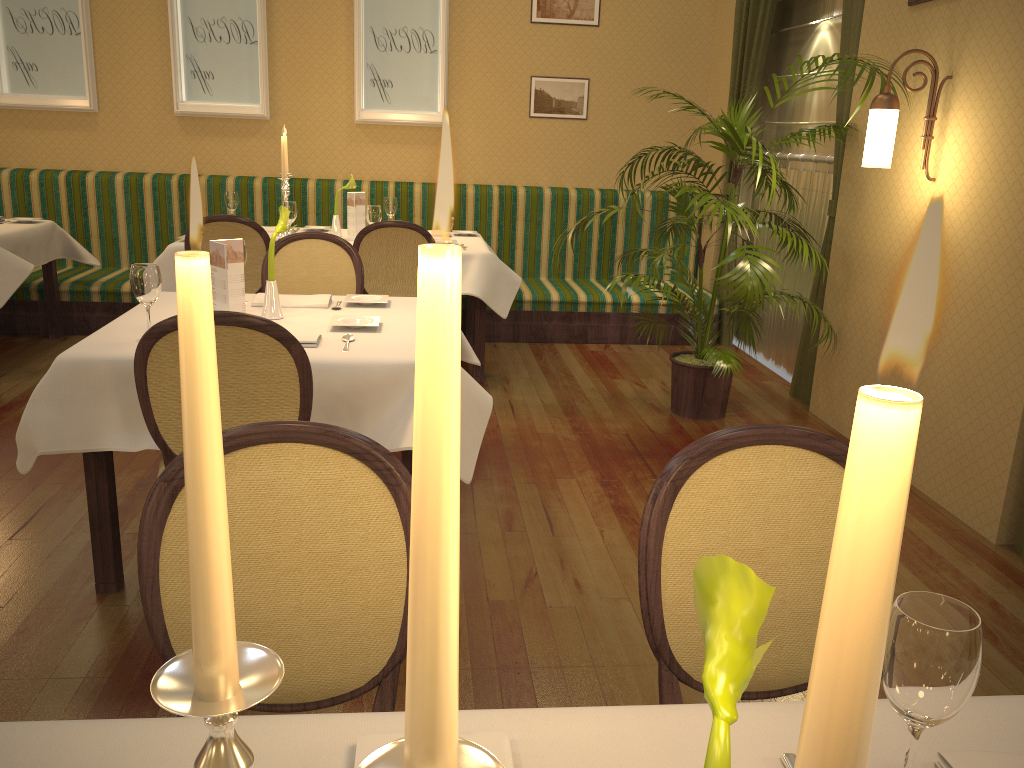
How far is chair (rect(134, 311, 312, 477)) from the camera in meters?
2.2 m

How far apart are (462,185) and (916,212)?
3.5 meters

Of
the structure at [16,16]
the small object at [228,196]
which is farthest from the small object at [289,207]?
the structure at [16,16]

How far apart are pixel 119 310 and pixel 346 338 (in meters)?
3.73

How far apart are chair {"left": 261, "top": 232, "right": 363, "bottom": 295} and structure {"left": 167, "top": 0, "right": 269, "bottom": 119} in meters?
2.9

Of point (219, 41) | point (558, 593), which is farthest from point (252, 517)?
point (219, 41)

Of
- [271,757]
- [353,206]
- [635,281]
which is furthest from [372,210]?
[271,757]

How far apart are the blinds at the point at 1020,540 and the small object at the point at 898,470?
3.4 meters

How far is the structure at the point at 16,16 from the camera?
6.1m

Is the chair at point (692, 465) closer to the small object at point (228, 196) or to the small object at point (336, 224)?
the small object at point (336, 224)
